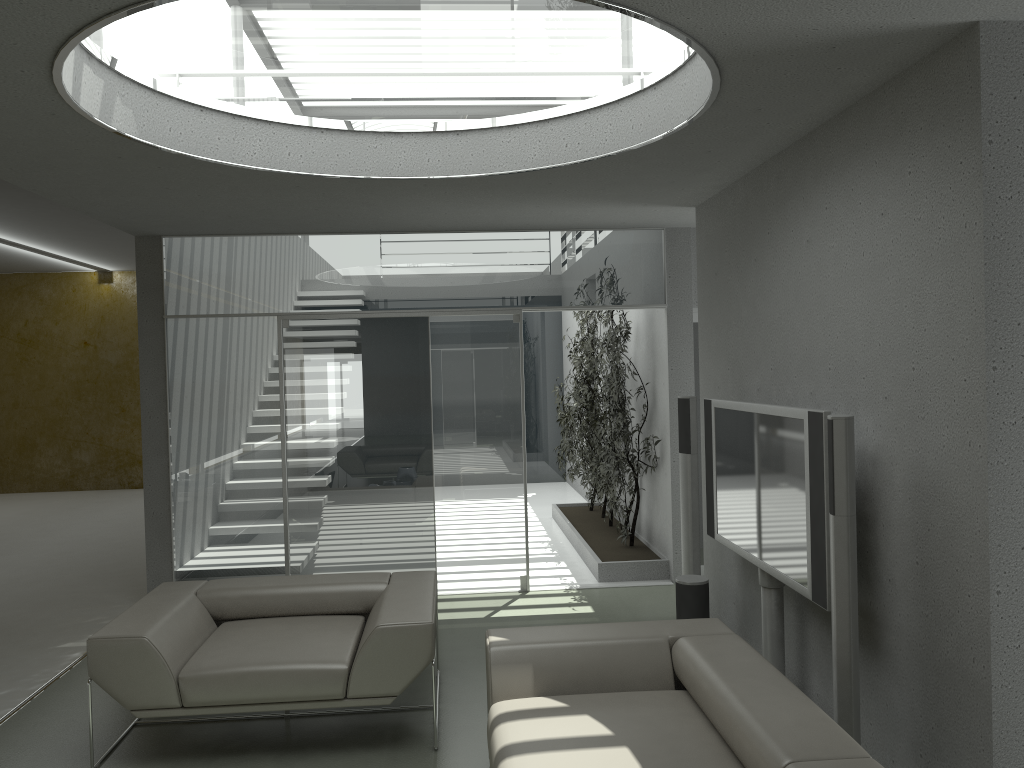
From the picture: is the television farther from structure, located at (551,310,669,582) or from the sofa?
structure, located at (551,310,669,582)

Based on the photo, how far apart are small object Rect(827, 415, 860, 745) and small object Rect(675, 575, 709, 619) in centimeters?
179cm

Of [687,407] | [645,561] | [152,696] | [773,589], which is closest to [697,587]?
[773,589]

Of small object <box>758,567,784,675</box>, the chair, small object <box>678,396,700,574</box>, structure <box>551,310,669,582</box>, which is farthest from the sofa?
structure <box>551,310,669,582</box>

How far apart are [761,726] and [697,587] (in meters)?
2.27

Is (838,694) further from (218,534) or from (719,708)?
(218,534)

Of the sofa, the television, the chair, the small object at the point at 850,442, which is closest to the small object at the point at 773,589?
the television

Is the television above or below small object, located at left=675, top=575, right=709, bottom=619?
above

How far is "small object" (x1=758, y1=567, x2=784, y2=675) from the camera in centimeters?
418cm

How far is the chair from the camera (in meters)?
3.78
